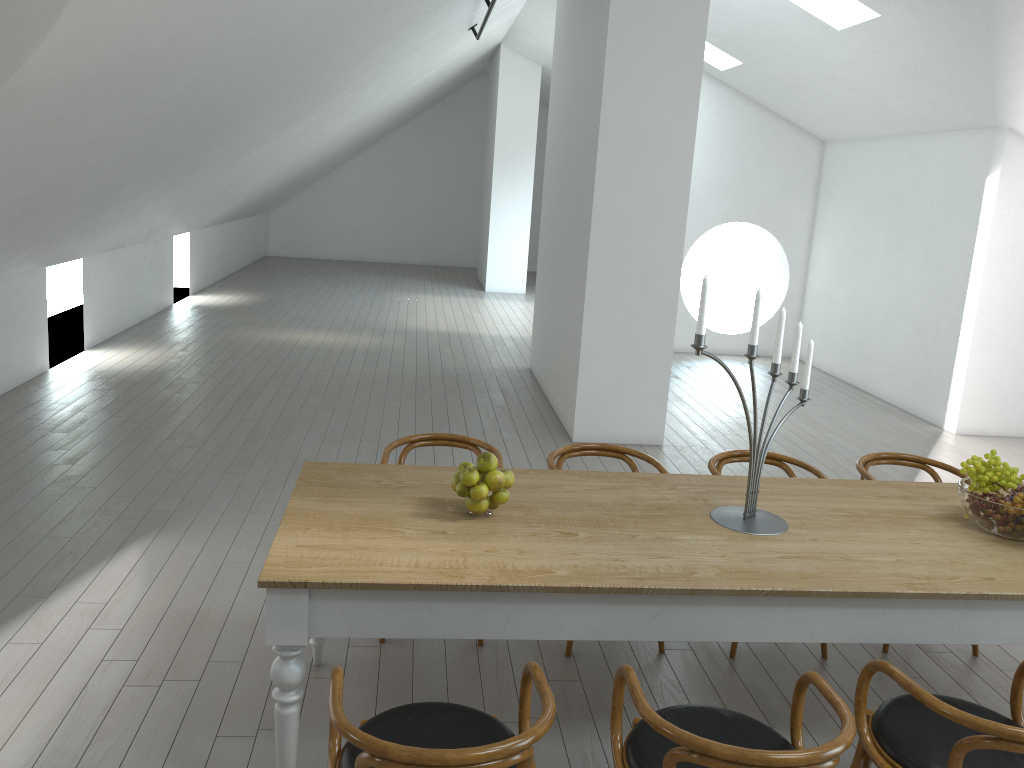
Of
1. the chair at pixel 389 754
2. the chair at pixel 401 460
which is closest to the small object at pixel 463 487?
the chair at pixel 389 754

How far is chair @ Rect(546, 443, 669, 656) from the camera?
4.0 meters

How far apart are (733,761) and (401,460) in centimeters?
233cm

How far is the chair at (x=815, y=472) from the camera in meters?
4.0 m

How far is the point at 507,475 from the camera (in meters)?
2.95

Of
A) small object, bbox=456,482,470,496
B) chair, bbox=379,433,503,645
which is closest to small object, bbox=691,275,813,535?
small object, bbox=456,482,470,496

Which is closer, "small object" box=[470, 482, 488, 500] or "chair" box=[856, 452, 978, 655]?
"small object" box=[470, 482, 488, 500]

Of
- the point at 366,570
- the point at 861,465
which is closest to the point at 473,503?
the point at 366,570

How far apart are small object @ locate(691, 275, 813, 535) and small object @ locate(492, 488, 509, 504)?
0.7 meters

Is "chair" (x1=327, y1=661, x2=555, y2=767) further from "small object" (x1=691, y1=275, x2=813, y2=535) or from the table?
"small object" (x1=691, y1=275, x2=813, y2=535)
